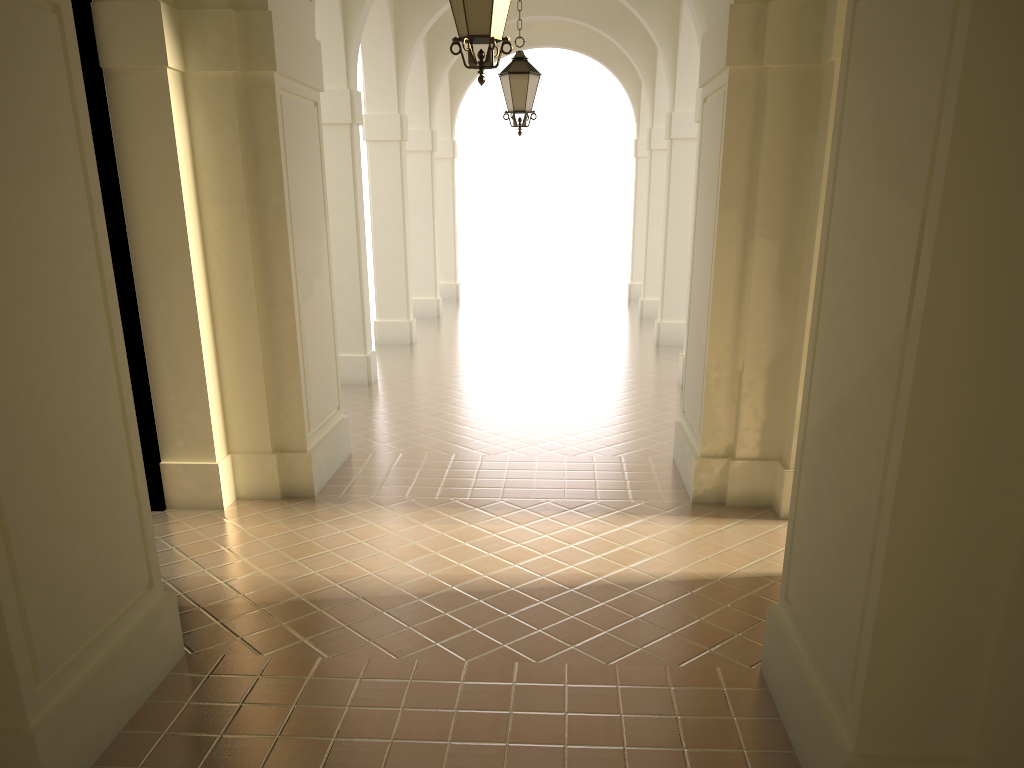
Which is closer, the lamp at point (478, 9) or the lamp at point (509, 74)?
the lamp at point (478, 9)

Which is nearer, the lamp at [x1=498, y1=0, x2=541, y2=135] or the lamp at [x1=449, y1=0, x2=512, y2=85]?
the lamp at [x1=449, y1=0, x2=512, y2=85]

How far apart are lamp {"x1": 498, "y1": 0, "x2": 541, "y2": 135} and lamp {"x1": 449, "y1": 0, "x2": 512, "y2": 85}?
4.8m

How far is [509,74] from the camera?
10.5 meters

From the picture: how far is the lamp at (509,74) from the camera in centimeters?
1047cm

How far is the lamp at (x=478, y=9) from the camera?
5.6m

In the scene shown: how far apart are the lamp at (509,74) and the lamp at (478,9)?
4.8 meters

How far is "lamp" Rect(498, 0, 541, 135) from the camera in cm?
1047
